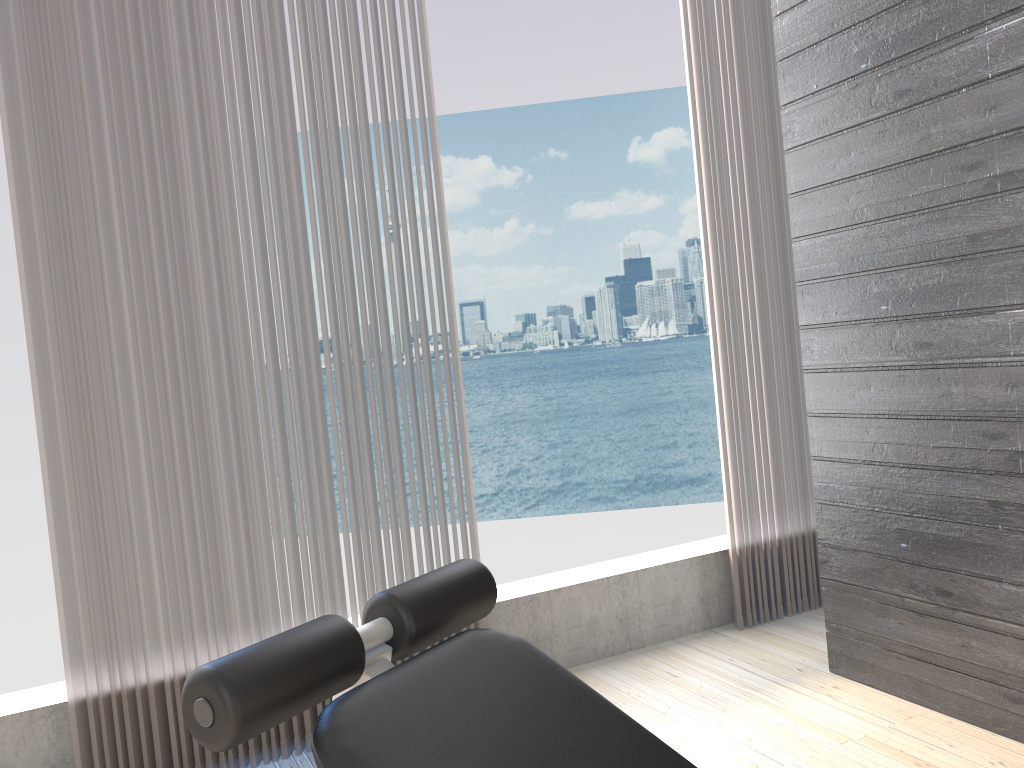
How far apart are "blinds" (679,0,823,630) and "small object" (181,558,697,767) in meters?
2.0

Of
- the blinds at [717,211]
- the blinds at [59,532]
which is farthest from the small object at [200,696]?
the blinds at [717,211]

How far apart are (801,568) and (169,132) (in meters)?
2.47

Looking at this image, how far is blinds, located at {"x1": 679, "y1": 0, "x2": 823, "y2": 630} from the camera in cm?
301

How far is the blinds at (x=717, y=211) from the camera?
3.0 meters

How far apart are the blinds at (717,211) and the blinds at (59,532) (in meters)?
0.94

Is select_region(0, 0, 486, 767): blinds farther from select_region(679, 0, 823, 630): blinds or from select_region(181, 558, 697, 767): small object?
select_region(181, 558, 697, 767): small object

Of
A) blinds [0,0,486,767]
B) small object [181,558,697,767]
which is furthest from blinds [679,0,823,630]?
small object [181,558,697,767]

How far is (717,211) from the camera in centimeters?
301cm

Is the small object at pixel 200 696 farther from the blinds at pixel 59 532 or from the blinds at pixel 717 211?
the blinds at pixel 717 211
